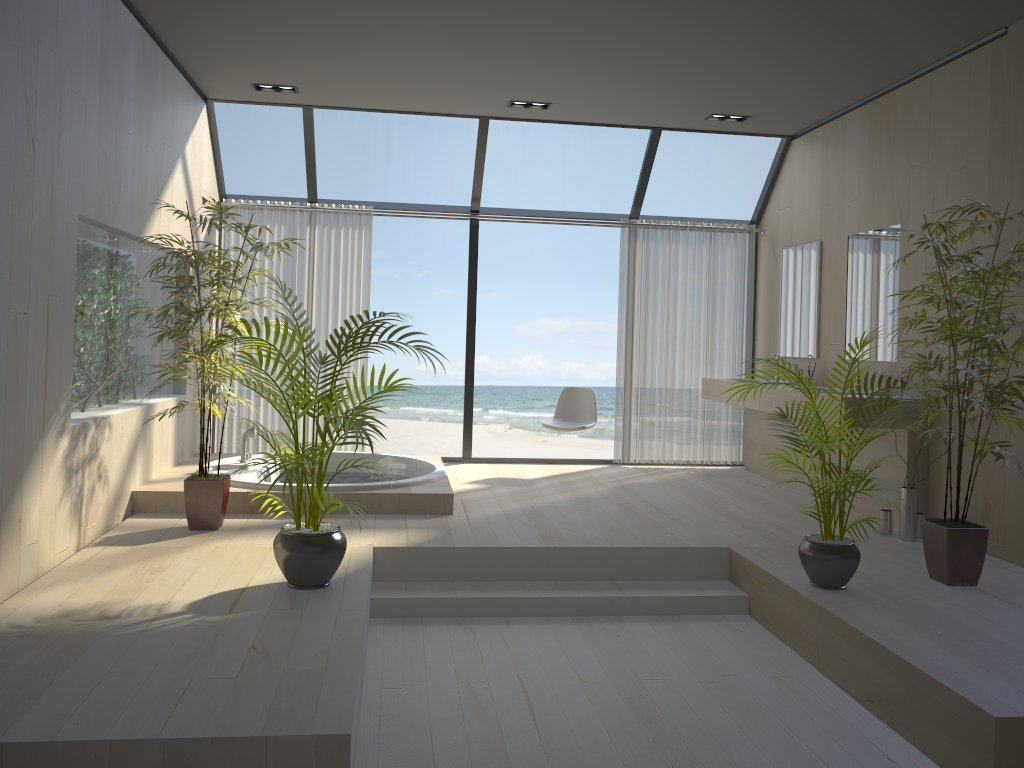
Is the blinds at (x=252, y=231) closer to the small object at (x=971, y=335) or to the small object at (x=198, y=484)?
the small object at (x=198, y=484)

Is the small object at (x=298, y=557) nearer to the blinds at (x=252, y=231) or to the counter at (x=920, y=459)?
the counter at (x=920, y=459)

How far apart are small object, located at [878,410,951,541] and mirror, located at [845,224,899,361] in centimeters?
101cm

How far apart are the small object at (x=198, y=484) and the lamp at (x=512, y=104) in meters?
2.4

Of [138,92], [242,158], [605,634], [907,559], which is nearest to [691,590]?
[605,634]

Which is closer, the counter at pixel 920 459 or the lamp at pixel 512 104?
the counter at pixel 920 459

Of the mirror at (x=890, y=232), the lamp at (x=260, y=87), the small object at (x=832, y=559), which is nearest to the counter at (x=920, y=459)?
the mirror at (x=890, y=232)

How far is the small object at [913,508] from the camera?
4.9 meters

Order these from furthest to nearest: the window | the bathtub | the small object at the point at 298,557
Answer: the window → the bathtub → the small object at the point at 298,557

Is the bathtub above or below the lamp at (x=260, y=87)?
below
